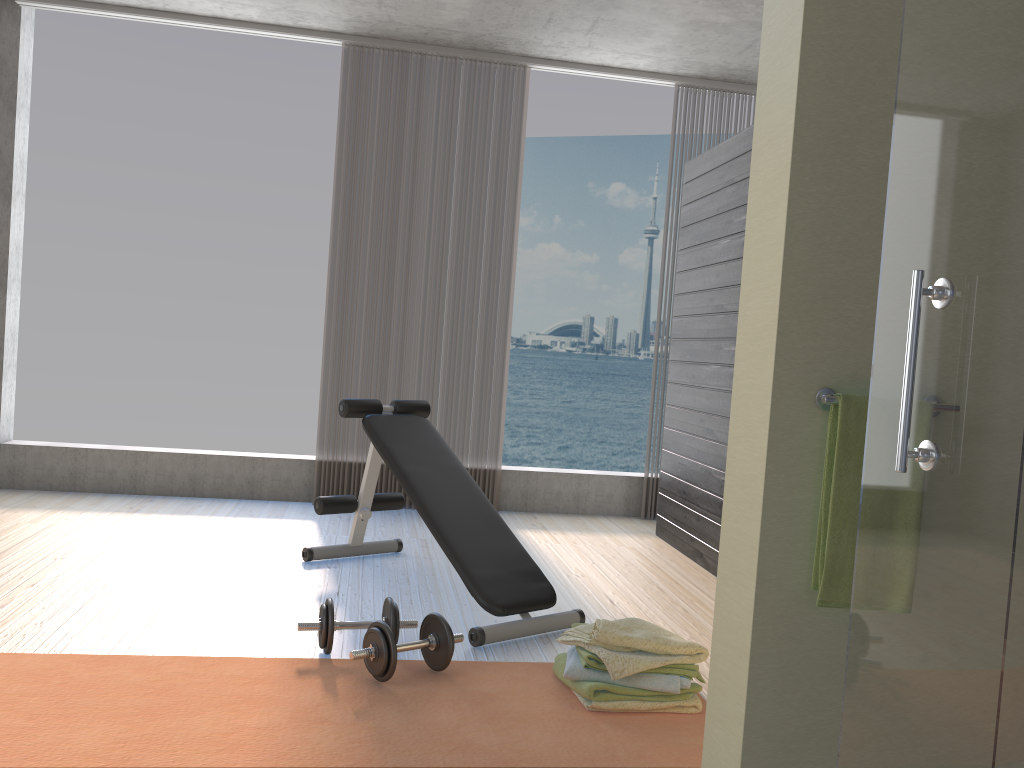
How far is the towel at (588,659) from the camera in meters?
2.5 m

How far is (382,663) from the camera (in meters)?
2.55

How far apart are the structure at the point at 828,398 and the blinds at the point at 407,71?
3.69m

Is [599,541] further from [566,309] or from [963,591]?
[566,309]

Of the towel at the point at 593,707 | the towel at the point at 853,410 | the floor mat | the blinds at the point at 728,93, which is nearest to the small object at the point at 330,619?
the floor mat

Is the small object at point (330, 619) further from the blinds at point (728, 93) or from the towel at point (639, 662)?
the blinds at point (728, 93)

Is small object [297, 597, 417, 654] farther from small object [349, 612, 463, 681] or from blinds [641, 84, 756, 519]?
blinds [641, 84, 756, 519]

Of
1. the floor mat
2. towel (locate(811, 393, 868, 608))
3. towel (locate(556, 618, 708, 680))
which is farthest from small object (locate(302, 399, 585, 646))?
towel (locate(811, 393, 868, 608))

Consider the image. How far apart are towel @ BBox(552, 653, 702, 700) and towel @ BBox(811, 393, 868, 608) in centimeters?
89cm

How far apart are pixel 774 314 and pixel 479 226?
3.7m
